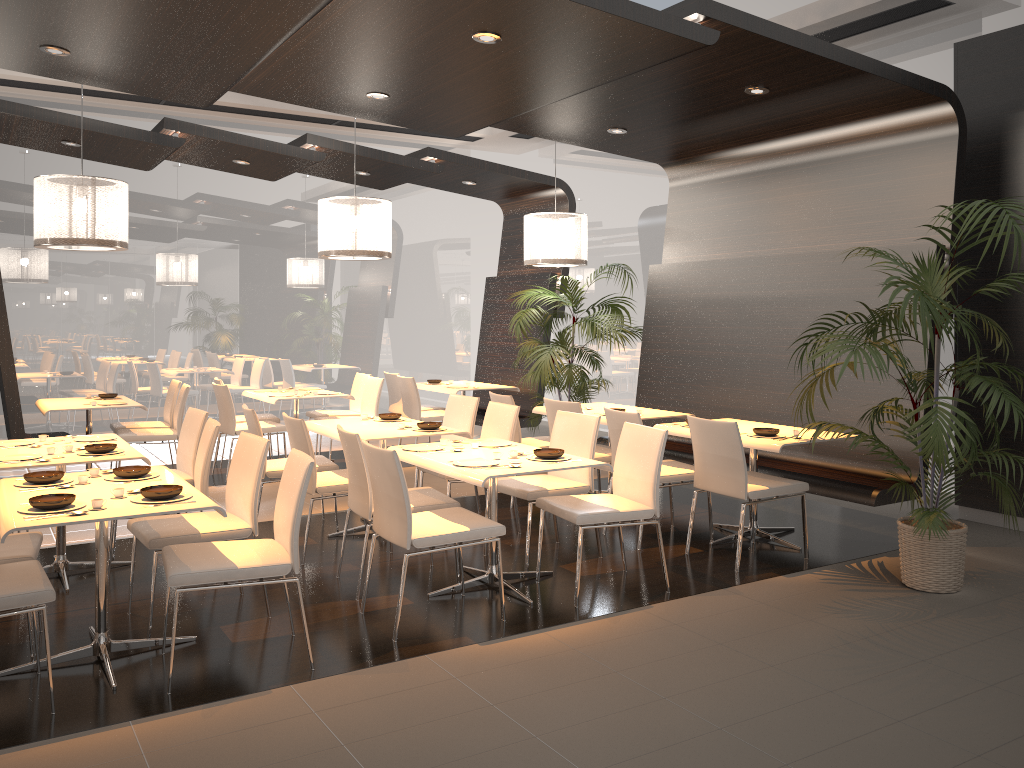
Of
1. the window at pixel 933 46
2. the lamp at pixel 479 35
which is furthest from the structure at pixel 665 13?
the window at pixel 933 46

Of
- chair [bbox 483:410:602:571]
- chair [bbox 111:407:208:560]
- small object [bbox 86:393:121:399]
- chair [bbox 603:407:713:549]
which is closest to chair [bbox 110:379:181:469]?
small object [bbox 86:393:121:399]

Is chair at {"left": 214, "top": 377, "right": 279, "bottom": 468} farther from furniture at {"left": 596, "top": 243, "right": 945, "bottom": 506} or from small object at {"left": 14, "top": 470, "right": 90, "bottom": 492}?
small object at {"left": 14, "top": 470, "right": 90, "bottom": 492}

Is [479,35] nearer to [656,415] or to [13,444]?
[656,415]

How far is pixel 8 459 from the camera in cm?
473

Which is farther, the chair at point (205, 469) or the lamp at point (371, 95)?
the lamp at point (371, 95)

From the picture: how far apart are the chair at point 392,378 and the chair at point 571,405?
3.4m

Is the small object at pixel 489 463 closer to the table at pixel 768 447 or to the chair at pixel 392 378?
the table at pixel 768 447

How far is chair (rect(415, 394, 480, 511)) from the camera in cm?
675

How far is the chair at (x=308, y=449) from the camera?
5.4 meters
